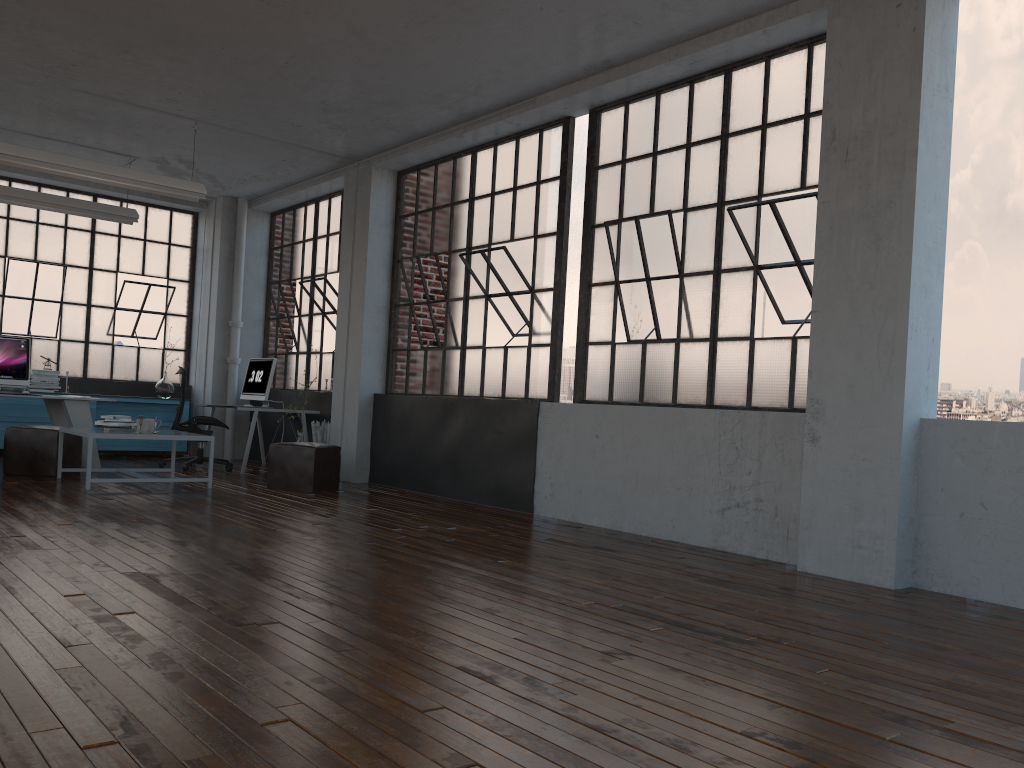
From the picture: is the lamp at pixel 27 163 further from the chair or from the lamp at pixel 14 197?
the chair

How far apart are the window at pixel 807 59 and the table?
3.1 meters

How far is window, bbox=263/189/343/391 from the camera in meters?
10.1

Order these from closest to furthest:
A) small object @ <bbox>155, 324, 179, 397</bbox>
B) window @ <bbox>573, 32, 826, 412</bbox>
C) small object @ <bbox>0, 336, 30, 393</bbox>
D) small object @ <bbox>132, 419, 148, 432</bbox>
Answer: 1. window @ <bbox>573, 32, 826, 412</bbox>
2. small object @ <bbox>132, 419, 148, 432</bbox>
3. small object @ <bbox>0, 336, 30, 393</bbox>
4. small object @ <bbox>155, 324, 179, 397</bbox>

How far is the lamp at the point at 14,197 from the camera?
8.7m

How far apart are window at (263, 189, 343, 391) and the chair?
1.3m

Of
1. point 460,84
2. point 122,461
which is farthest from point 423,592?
point 122,461

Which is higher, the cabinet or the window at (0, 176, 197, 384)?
the window at (0, 176, 197, 384)

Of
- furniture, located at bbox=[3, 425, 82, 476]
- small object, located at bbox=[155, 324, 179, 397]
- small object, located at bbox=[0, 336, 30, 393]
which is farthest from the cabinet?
furniture, located at bbox=[3, 425, 82, 476]

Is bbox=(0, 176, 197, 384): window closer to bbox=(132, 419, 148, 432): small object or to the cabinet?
the cabinet
